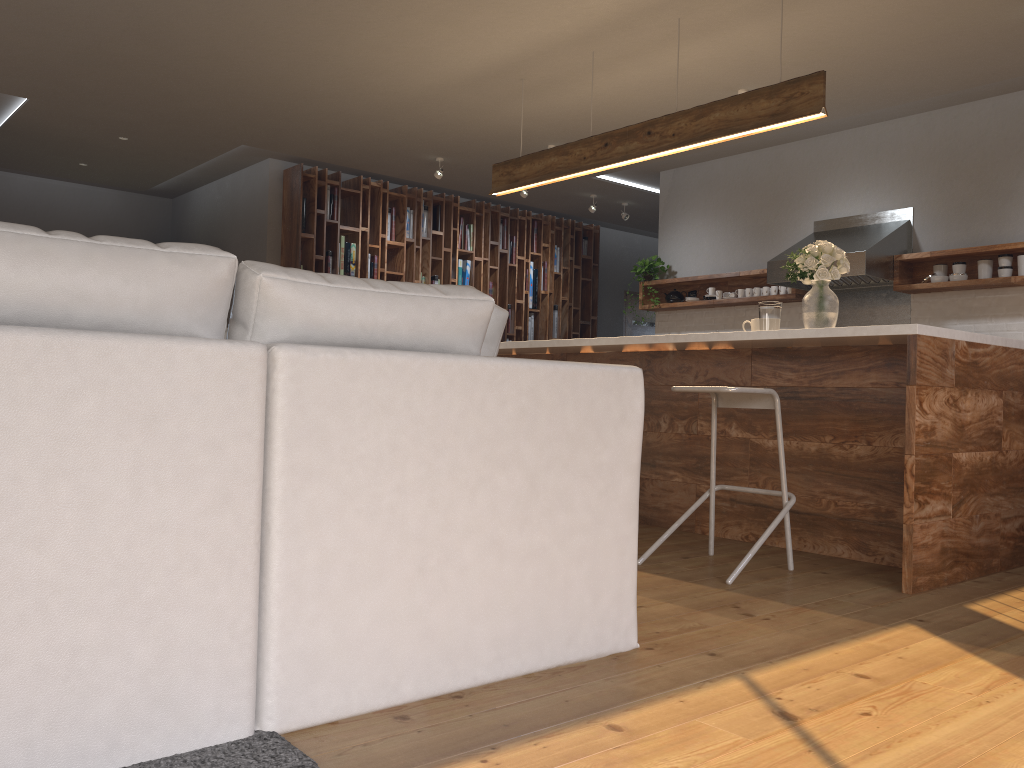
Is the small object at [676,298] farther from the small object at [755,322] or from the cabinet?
the small object at [755,322]

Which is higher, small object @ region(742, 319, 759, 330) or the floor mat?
small object @ region(742, 319, 759, 330)

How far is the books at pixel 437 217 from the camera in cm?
901

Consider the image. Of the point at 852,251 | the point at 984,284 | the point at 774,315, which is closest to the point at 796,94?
the point at 774,315

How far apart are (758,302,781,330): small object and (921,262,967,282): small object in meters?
2.4

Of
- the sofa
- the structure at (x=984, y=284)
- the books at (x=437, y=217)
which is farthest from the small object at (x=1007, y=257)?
the books at (x=437, y=217)

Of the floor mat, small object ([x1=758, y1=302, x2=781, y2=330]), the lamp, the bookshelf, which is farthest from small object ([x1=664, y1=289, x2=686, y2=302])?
the floor mat

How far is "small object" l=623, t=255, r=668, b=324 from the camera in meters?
8.0

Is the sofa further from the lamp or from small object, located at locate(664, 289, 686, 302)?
small object, located at locate(664, 289, 686, 302)

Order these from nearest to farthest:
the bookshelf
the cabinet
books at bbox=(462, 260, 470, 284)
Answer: the cabinet < the bookshelf < books at bbox=(462, 260, 470, 284)
